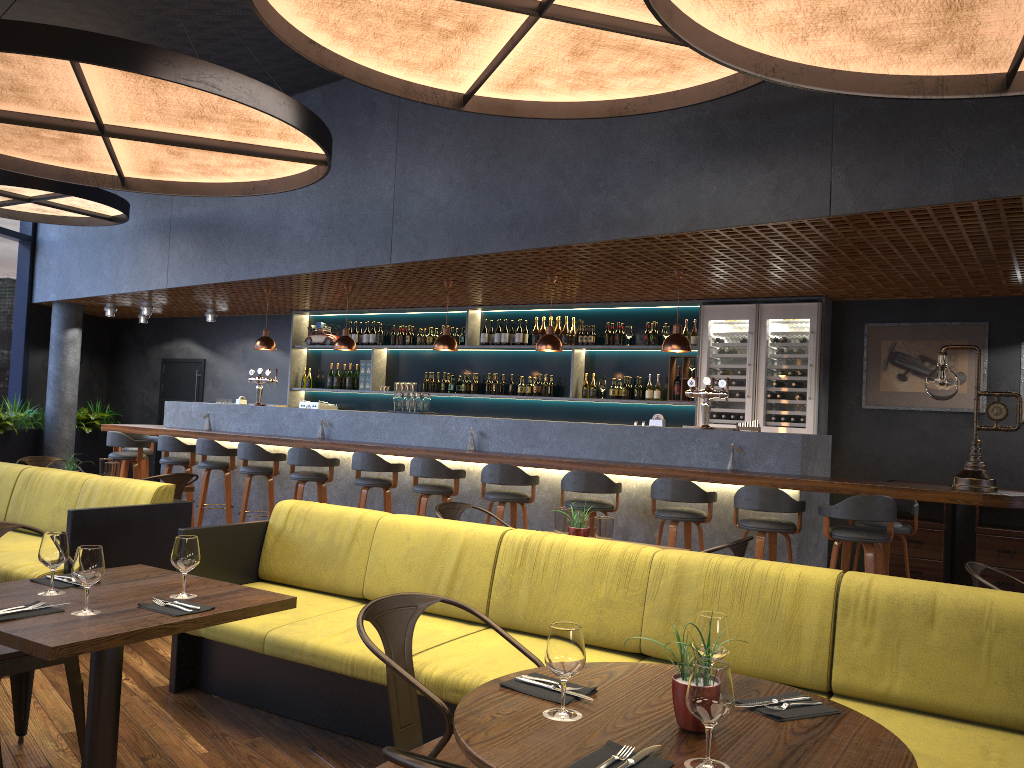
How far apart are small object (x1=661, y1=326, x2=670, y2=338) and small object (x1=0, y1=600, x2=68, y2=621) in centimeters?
725cm

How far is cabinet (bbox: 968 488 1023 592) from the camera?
7.3 meters

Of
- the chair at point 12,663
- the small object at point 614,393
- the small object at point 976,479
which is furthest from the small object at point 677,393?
the chair at point 12,663

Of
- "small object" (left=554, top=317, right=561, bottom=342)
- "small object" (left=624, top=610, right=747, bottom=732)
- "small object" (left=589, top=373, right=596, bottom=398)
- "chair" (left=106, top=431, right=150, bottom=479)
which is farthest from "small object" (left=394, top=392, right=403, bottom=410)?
"small object" (left=624, top=610, right=747, bottom=732)

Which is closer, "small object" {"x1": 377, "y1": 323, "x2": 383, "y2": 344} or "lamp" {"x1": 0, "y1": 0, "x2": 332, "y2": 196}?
"lamp" {"x1": 0, "y1": 0, "x2": 332, "y2": 196}

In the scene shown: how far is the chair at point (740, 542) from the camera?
4.13m

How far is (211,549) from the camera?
4.5 meters

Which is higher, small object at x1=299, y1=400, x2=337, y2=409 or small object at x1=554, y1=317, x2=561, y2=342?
small object at x1=554, y1=317, x2=561, y2=342

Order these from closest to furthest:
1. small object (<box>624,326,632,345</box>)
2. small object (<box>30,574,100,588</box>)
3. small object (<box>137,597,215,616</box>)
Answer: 1. small object (<box>137,597,215,616</box>)
2. small object (<box>30,574,100,588</box>)
3. small object (<box>624,326,632,345</box>)

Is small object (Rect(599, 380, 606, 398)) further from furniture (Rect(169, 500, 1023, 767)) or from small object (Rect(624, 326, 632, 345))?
furniture (Rect(169, 500, 1023, 767))
